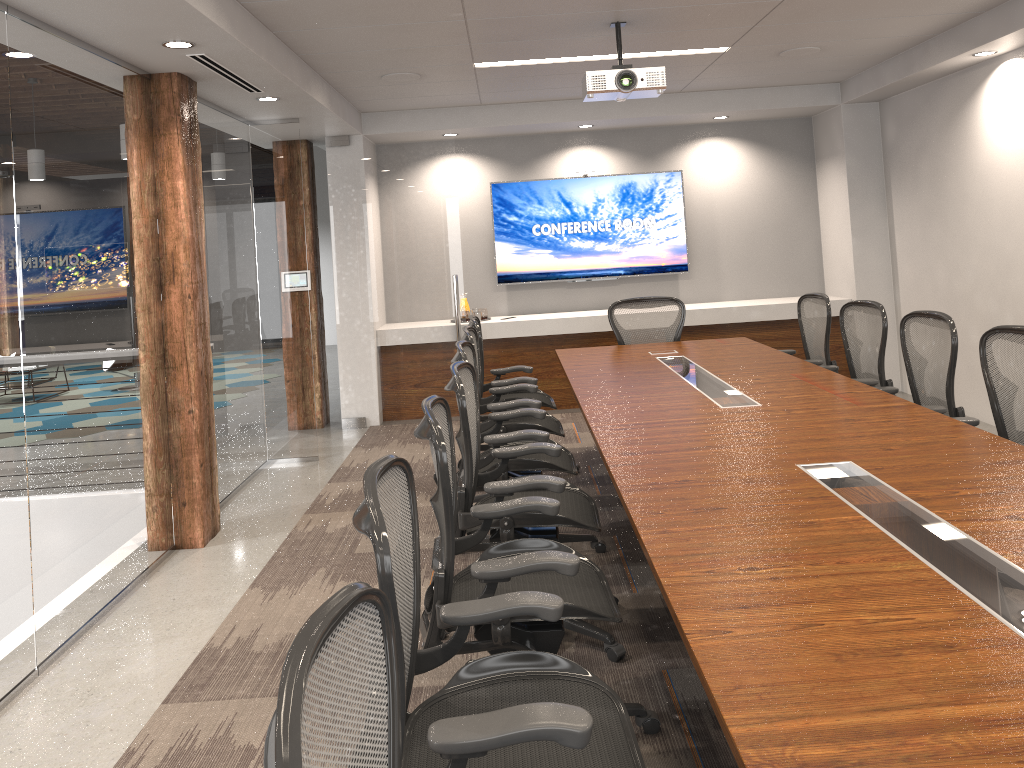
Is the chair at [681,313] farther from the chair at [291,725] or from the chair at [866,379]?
the chair at [291,725]

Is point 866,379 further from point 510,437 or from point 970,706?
point 970,706

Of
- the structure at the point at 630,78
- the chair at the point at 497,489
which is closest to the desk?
the chair at the point at 497,489

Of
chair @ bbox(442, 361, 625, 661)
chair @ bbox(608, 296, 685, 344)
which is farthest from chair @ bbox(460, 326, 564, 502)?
chair @ bbox(608, 296, 685, 344)

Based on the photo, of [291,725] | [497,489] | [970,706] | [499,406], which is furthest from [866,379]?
[291,725]

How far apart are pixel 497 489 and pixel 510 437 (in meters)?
0.81

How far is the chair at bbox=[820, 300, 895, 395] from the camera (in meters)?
4.90

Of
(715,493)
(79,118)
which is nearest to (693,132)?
(79,118)

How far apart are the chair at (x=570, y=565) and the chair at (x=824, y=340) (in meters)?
3.22

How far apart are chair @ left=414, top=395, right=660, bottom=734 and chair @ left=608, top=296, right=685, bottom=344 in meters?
3.7 m
